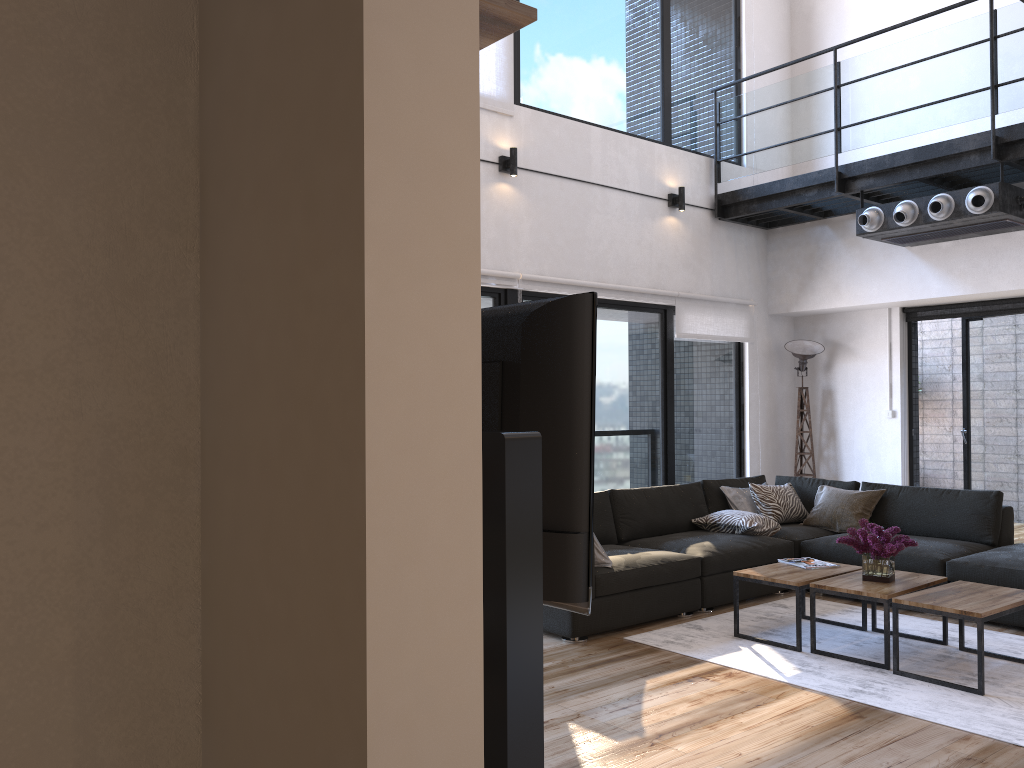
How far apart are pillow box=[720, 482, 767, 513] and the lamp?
1.39m

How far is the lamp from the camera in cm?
761

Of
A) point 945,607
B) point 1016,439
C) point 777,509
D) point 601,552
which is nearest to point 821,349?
point 1016,439

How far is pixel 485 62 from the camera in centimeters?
588cm

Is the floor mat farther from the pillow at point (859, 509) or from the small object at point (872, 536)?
the pillow at point (859, 509)

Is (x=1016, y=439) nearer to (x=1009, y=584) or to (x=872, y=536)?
(x=1009, y=584)

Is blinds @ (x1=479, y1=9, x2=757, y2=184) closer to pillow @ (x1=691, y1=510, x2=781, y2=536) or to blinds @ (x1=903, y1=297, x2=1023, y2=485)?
pillow @ (x1=691, y1=510, x2=781, y2=536)

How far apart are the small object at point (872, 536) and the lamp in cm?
306

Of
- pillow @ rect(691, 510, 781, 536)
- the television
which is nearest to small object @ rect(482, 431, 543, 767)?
the television

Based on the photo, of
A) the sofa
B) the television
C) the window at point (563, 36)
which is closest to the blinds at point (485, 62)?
the window at point (563, 36)
